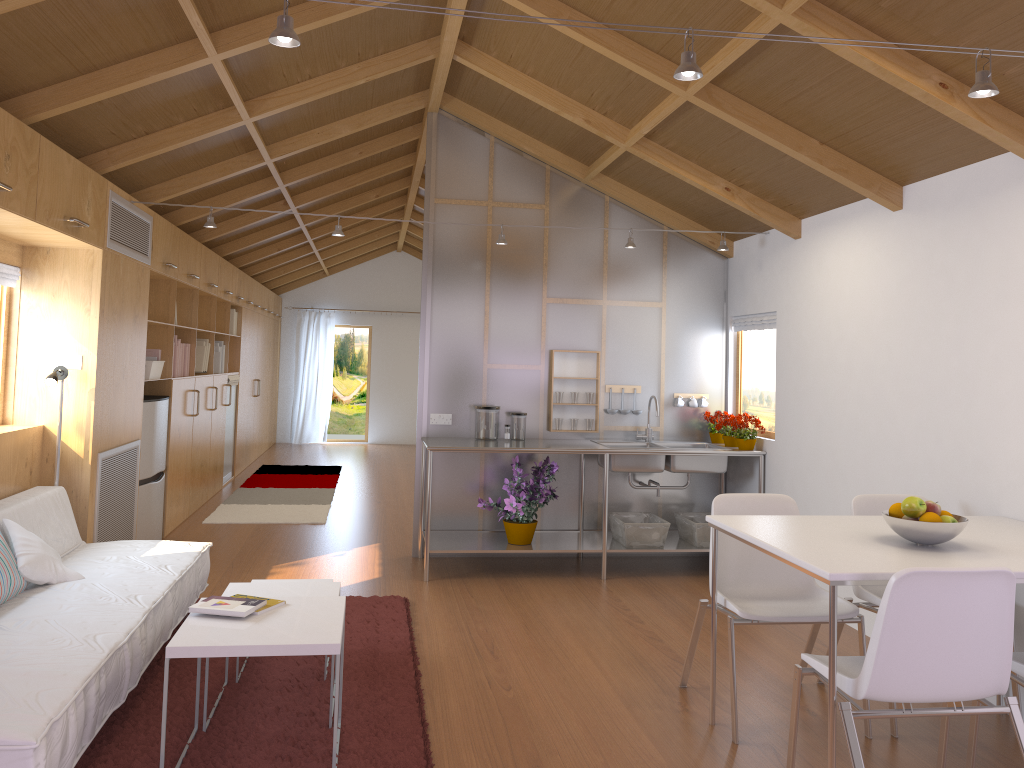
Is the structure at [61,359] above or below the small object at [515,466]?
above

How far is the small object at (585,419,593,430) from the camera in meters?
6.0

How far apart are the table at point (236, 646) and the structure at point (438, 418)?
2.8 meters

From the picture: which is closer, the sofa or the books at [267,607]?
the sofa

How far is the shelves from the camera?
5.4 meters

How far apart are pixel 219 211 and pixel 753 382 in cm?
430

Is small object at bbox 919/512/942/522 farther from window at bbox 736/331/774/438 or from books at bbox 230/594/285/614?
window at bbox 736/331/774/438

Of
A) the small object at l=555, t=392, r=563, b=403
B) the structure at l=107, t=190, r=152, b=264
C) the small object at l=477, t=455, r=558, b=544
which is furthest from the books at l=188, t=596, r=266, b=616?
the small object at l=555, t=392, r=563, b=403

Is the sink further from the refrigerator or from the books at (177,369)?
the books at (177,369)

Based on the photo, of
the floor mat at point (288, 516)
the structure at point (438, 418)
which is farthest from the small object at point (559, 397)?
the floor mat at point (288, 516)
